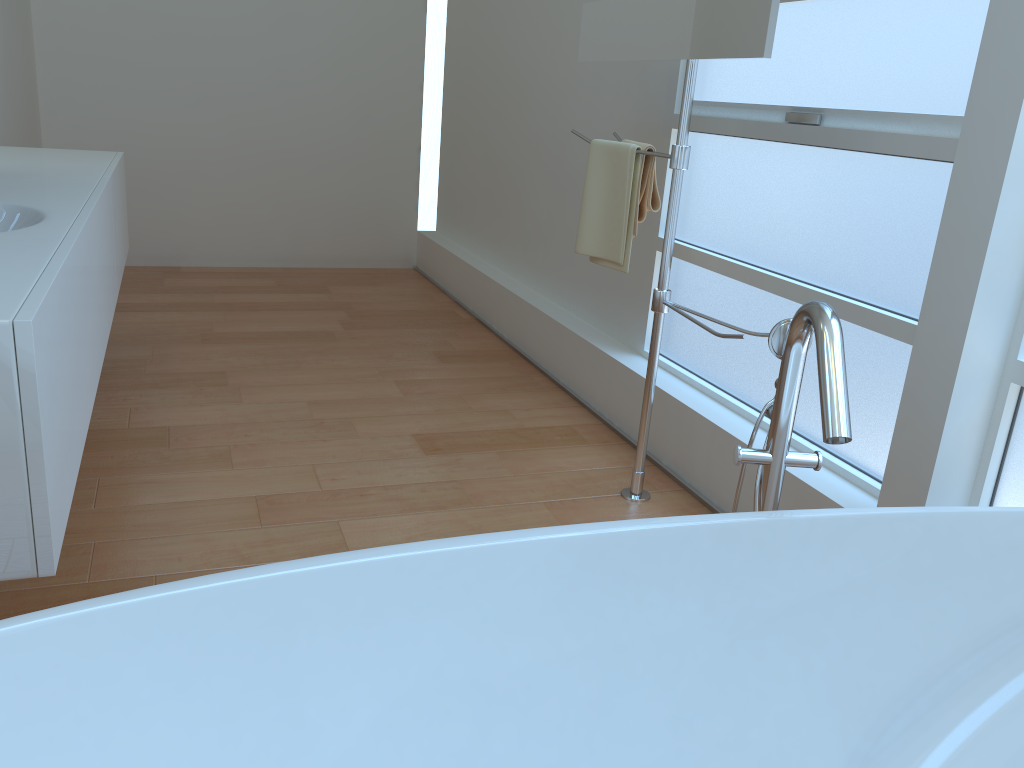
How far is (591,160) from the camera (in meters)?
2.60

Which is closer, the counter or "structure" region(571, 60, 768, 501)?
the counter

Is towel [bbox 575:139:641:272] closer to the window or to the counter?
the window

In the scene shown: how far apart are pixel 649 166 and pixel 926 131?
0.8 meters

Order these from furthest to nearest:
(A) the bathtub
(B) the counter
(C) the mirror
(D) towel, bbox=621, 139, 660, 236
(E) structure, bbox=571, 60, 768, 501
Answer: (D) towel, bbox=621, 139, 660, 236, (E) structure, bbox=571, 60, 768, 501, (C) the mirror, (B) the counter, (A) the bathtub

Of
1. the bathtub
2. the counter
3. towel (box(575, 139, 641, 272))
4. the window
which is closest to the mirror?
towel (box(575, 139, 641, 272))

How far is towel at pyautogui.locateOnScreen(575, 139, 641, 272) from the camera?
2.5 meters

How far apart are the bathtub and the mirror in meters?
0.7 m

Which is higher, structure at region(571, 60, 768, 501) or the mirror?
the mirror

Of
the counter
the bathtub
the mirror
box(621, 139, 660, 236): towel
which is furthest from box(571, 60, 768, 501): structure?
the counter
